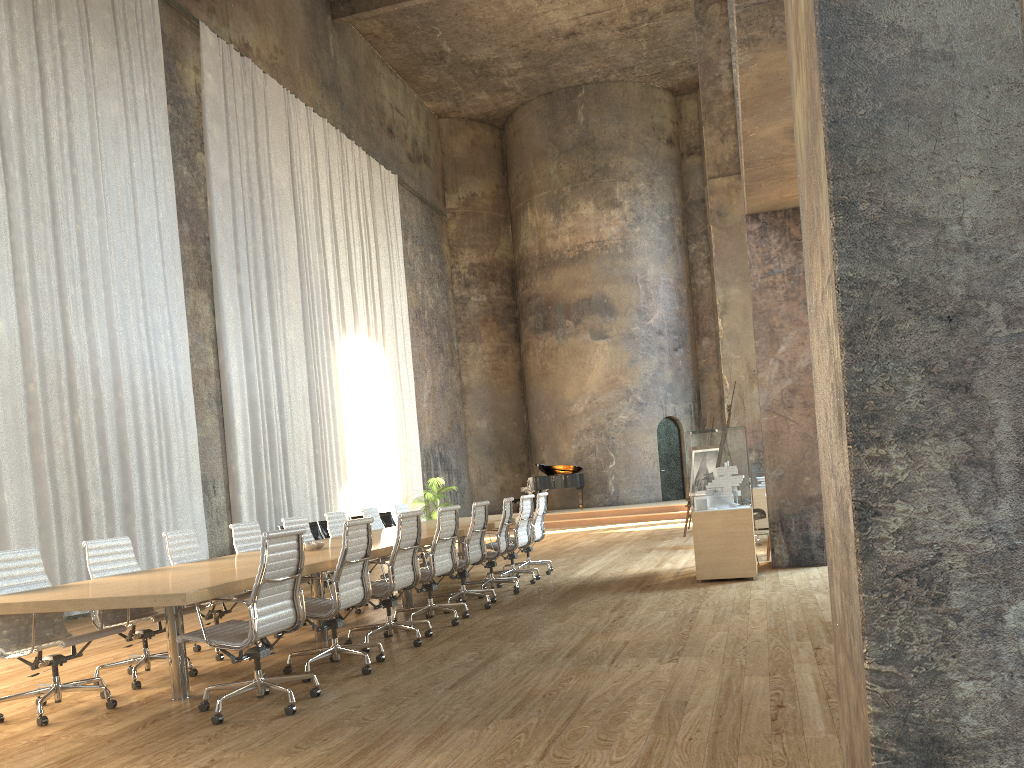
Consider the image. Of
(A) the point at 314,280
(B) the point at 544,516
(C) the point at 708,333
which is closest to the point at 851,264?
(B) the point at 544,516

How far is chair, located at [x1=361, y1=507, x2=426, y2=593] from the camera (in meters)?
10.40

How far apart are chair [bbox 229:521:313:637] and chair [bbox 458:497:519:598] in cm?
235

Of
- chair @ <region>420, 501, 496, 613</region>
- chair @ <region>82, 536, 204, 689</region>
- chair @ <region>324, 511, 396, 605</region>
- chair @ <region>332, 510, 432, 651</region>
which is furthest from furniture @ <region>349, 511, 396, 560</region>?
chair @ <region>82, 536, 204, 689</region>

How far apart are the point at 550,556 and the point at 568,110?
15.18m

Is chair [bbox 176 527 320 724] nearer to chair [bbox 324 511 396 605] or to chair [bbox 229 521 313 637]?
chair [bbox 229 521 313 637]

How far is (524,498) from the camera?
10.0 meters

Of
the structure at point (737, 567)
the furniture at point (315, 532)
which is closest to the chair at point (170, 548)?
the structure at point (737, 567)

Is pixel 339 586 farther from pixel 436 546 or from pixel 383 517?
pixel 383 517

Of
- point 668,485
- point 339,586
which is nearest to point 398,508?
point 339,586
